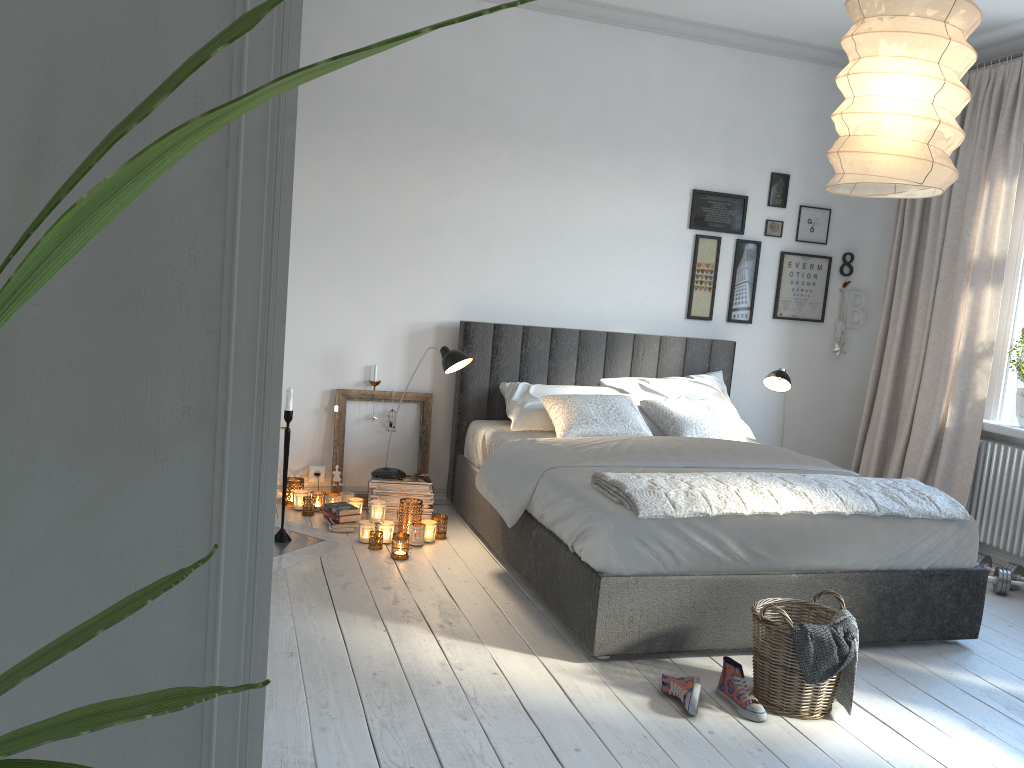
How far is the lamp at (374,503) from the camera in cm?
413

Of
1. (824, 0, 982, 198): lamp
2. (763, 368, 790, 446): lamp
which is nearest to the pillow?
(763, 368, 790, 446): lamp

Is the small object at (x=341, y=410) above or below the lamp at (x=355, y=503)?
above

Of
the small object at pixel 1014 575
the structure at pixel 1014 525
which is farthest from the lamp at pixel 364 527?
the structure at pixel 1014 525

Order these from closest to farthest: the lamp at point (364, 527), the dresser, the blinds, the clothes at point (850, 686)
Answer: the dresser
the clothes at point (850, 686)
the lamp at point (364, 527)
the blinds

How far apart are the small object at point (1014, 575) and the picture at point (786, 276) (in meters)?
1.79

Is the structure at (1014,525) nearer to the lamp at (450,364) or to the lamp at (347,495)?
the lamp at (450,364)

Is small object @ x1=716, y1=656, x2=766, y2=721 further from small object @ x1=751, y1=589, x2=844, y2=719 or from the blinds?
the blinds

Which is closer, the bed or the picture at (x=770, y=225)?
the bed

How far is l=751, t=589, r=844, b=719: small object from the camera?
2.72m
